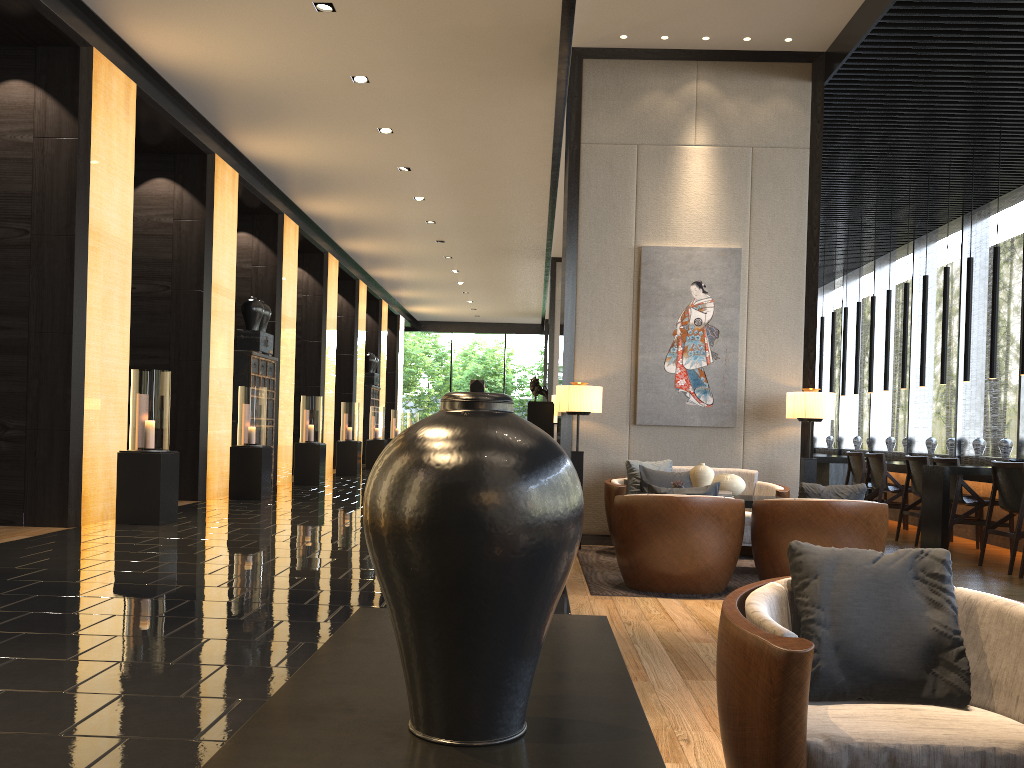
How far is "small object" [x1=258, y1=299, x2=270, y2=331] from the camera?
12.8 meters

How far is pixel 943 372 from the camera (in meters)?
9.52

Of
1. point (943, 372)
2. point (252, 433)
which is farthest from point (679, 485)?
point (252, 433)

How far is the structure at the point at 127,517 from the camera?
7.9m

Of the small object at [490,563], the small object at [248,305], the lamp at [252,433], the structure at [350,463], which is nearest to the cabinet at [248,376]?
the small object at [248,305]

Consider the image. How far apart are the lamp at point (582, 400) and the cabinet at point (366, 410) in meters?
14.2

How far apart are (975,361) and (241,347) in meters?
9.8

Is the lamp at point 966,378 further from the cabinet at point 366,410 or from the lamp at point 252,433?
the cabinet at point 366,410

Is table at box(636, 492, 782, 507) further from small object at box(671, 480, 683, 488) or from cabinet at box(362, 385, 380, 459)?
cabinet at box(362, 385, 380, 459)

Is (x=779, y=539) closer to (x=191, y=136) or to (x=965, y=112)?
(x=965, y=112)
